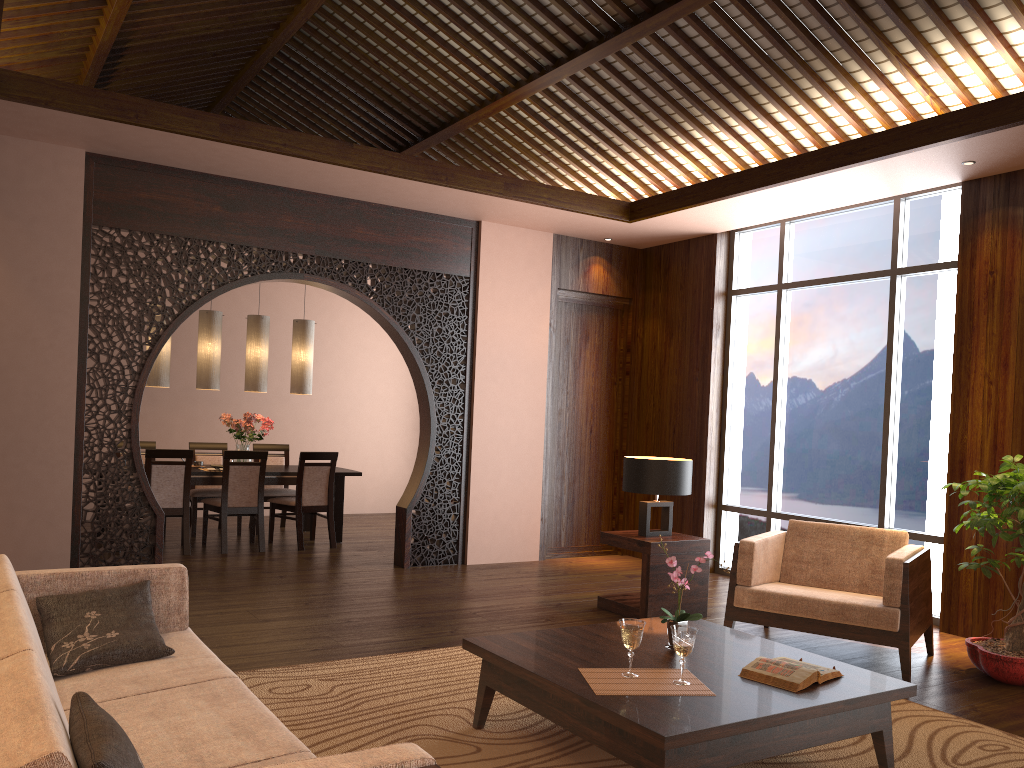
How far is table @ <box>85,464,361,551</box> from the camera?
7.4 meters

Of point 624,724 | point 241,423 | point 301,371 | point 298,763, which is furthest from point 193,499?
point 298,763

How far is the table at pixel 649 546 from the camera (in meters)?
5.36

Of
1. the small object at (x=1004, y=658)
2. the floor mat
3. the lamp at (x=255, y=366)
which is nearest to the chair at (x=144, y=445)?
the lamp at (x=255, y=366)

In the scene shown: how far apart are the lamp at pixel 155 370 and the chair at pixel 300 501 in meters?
1.3 m

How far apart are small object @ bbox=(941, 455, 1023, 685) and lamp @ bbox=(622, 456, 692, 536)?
1.51m

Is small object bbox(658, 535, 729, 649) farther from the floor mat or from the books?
the floor mat

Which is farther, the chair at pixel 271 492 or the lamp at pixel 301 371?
the chair at pixel 271 492

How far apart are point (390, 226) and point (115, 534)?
3.0 meters

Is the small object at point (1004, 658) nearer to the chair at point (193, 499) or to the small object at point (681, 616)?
the small object at point (681, 616)
